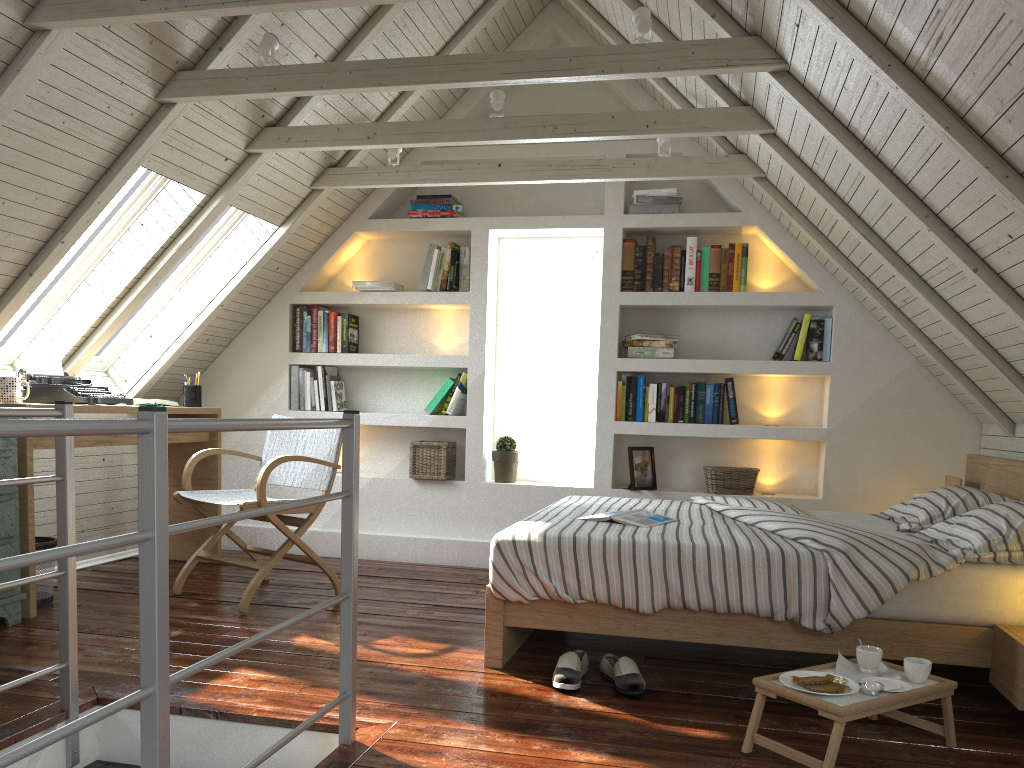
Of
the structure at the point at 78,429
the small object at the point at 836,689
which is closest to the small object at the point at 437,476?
the structure at the point at 78,429

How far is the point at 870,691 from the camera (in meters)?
2.07

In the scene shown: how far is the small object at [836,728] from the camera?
1.9 meters

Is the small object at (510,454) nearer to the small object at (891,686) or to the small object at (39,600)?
the small object at (39,600)

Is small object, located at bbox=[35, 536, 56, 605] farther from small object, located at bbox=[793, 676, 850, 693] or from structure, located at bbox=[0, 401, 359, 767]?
small object, located at bbox=[793, 676, 850, 693]

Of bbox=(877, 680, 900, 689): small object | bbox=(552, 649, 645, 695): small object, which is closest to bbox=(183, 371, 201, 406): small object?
bbox=(552, 649, 645, 695): small object

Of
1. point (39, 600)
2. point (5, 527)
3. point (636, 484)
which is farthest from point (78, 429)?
point (636, 484)

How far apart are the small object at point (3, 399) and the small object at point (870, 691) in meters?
3.1

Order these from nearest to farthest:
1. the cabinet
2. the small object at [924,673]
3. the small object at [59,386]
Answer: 1. the small object at [924,673]
2. the cabinet
3. the small object at [59,386]

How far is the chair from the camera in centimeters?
349cm
